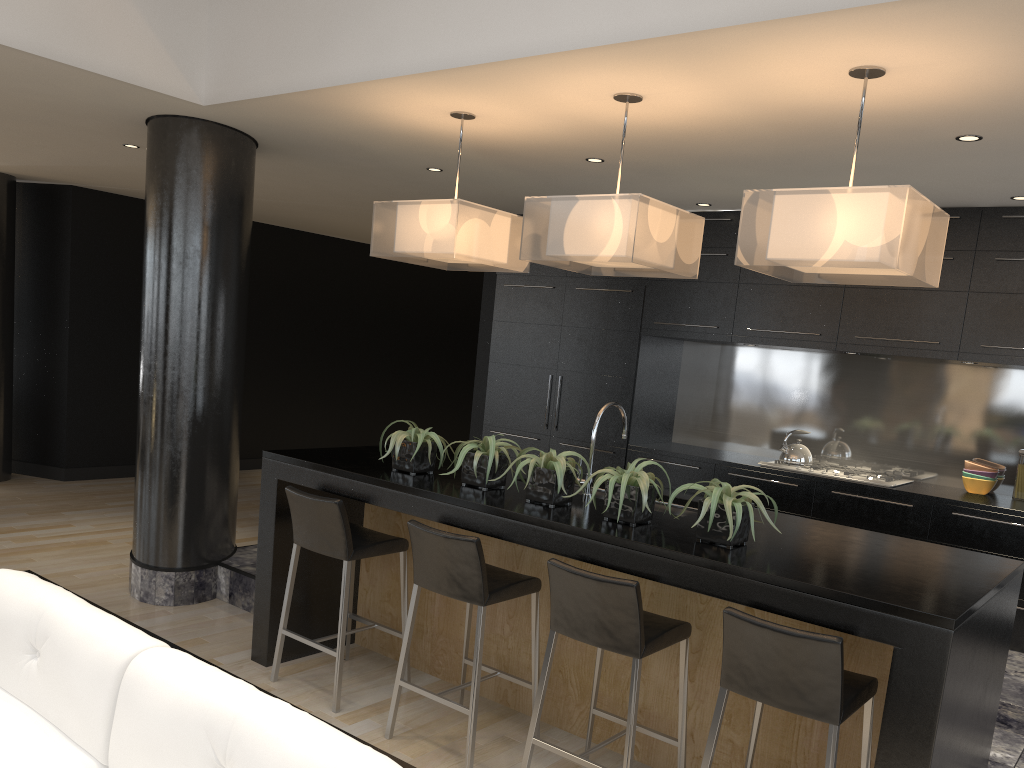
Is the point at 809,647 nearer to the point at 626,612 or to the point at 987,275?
the point at 626,612

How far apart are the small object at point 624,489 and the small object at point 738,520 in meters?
0.2

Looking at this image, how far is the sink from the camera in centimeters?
401cm

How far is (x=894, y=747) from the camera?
2.5 meters

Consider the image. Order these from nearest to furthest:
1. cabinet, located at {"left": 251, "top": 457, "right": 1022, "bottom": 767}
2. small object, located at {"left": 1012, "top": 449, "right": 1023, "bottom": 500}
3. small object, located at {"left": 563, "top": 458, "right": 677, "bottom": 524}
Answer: cabinet, located at {"left": 251, "top": 457, "right": 1022, "bottom": 767} → small object, located at {"left": 563, "top": 458, "right": 677, "bottom": 524} → small object, located at {"left": 1012, "top": 449, "right": 1023, "bottom": 500}

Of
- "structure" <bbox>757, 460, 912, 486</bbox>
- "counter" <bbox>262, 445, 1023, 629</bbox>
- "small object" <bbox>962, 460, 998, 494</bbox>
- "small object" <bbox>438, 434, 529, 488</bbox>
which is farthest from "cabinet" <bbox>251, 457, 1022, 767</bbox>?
"small object" <bbox>962, 460, 998, 494</bbox>

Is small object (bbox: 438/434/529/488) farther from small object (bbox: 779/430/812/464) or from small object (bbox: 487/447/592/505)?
small object (bbox: 779/430/812/464)

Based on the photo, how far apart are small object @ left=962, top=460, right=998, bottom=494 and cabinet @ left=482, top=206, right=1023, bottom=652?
0.5 meters

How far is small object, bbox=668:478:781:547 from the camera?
2.99m

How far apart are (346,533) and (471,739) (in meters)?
1.02
